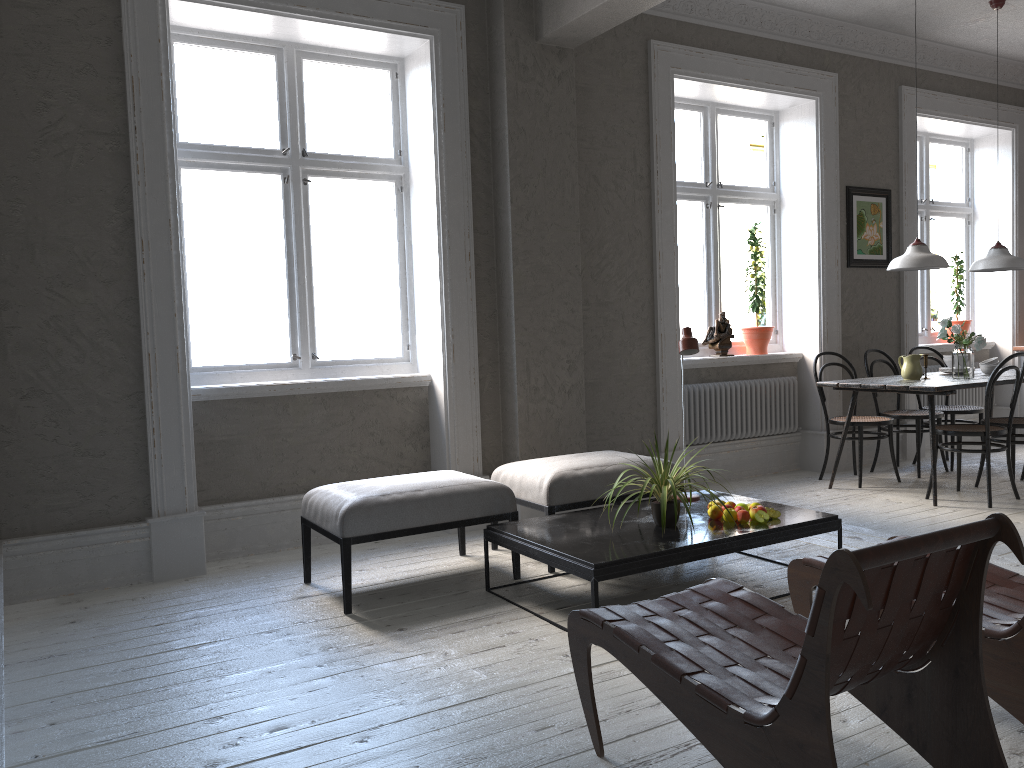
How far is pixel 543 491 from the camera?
4.15m

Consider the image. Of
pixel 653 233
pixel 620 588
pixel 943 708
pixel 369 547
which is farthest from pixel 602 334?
pixel 943 708

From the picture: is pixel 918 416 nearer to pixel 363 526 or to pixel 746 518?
pixel 746 518

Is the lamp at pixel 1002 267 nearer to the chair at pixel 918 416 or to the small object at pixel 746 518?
the chair at pixel 918 416

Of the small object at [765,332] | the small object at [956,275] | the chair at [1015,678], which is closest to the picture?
the small object at [765,332]

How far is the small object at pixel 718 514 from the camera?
3.8m

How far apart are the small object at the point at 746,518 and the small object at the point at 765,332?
3.03m

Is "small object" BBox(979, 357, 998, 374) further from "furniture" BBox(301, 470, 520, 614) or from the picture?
"furniture" BBox(301, 470, 520, 614)

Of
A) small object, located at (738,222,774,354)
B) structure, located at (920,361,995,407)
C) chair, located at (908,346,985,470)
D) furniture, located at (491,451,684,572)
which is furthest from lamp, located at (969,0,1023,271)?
furniture, located at (491,451,684,572)

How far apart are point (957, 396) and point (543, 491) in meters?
5.1
